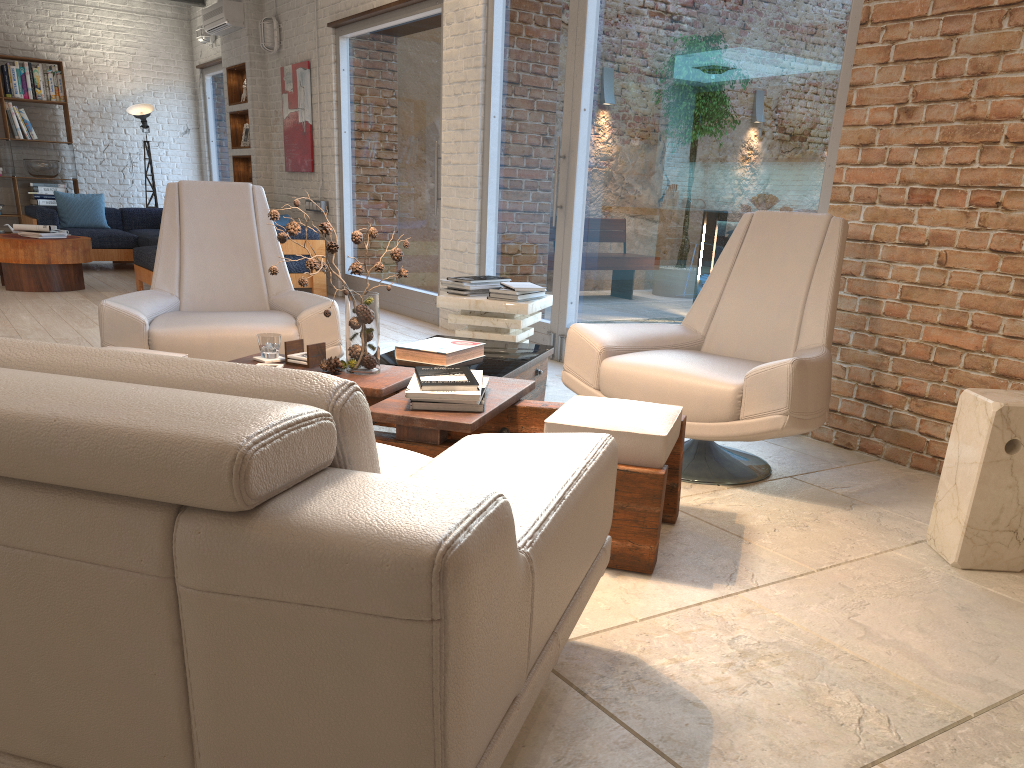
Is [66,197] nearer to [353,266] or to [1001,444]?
[353,266]

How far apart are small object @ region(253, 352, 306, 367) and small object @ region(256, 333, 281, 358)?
0.0 meters

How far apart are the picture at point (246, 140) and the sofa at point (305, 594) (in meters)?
9.06

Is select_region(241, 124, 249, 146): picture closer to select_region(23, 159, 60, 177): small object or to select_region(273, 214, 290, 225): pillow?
select_region(273, 214, 290, 225): pillow

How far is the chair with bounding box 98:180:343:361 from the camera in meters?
3.8 m

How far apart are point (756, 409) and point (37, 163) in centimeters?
1050cm

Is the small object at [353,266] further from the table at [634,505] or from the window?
the window

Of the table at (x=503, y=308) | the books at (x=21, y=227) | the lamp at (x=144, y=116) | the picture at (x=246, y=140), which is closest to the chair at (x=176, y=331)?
the table at (x=503, y=308)

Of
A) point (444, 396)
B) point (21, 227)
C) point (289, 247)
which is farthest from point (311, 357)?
point (21, 227)

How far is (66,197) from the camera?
10.3 meters
